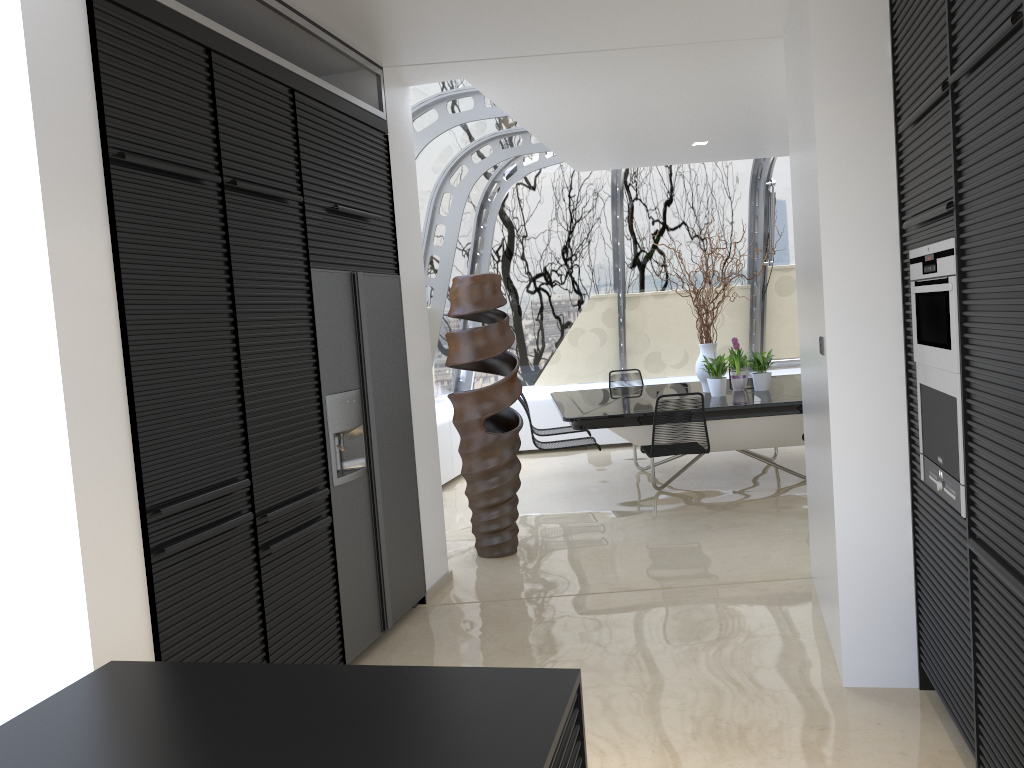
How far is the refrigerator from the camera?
3.93m

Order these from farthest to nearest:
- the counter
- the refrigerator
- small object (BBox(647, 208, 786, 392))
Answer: small object (BBox(647, 208, 786, 392)) → the refrigerator → the counter

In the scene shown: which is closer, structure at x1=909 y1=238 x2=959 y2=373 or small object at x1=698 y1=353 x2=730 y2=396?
structure at x1=909 y1=238 x2=959 y2=373

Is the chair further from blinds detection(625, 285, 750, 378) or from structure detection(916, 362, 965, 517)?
blinds detection(625, 285, 750, 378)

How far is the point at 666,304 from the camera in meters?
10.2 m

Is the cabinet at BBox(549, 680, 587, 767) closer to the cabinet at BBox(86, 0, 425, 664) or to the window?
the cabinet at BBox(86, 0, 425, 664)

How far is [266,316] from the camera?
3.4m

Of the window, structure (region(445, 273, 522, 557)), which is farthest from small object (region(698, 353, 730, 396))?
the window

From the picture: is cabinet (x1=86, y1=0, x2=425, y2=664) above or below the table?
above

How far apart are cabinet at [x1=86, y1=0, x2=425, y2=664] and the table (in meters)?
2.40
